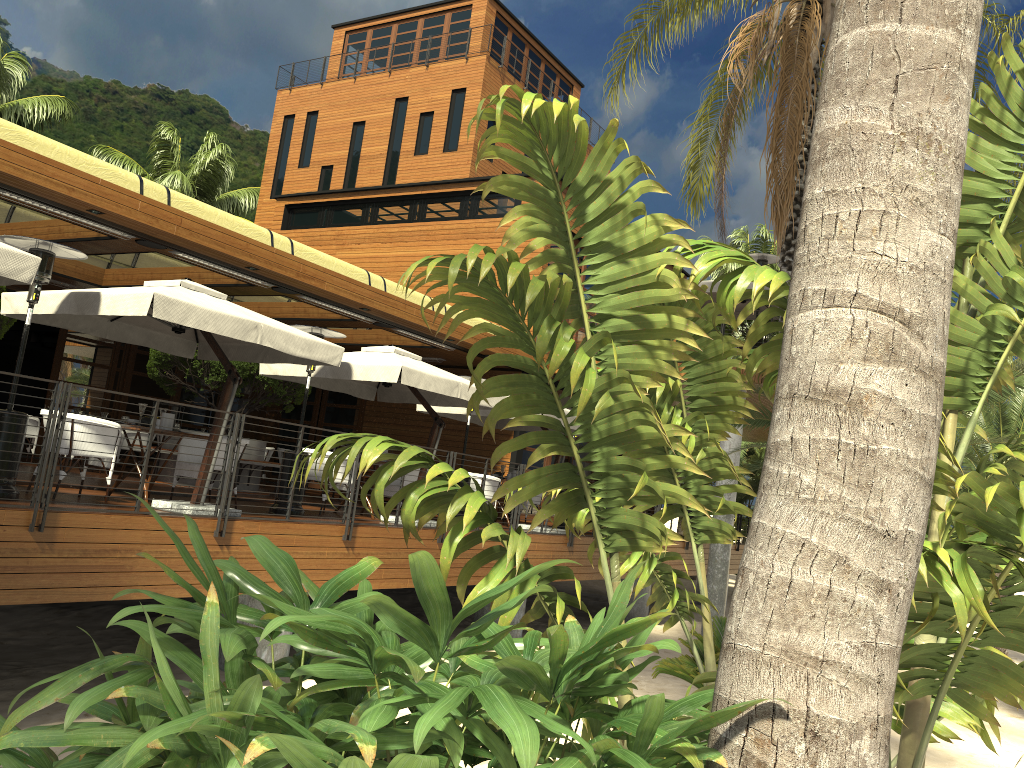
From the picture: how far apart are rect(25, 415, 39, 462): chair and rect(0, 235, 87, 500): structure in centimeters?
738cm

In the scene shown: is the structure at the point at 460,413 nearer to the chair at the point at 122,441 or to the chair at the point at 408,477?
the chair at the point at 408,477

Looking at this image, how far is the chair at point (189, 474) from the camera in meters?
9.4

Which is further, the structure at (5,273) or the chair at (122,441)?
the chair at (122,441)

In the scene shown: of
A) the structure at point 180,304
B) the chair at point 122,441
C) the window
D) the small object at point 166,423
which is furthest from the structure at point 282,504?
the window

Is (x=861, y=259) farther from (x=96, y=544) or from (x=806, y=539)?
(x=96, y=544)

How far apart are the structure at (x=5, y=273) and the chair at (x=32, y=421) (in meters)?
8.20

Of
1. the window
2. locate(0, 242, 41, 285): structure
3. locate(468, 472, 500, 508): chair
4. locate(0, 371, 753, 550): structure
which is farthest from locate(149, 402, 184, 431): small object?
the window

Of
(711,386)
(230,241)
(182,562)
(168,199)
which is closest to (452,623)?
(711,386)

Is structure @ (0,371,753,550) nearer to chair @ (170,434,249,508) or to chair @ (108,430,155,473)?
chair @ (170,434,249,508)
